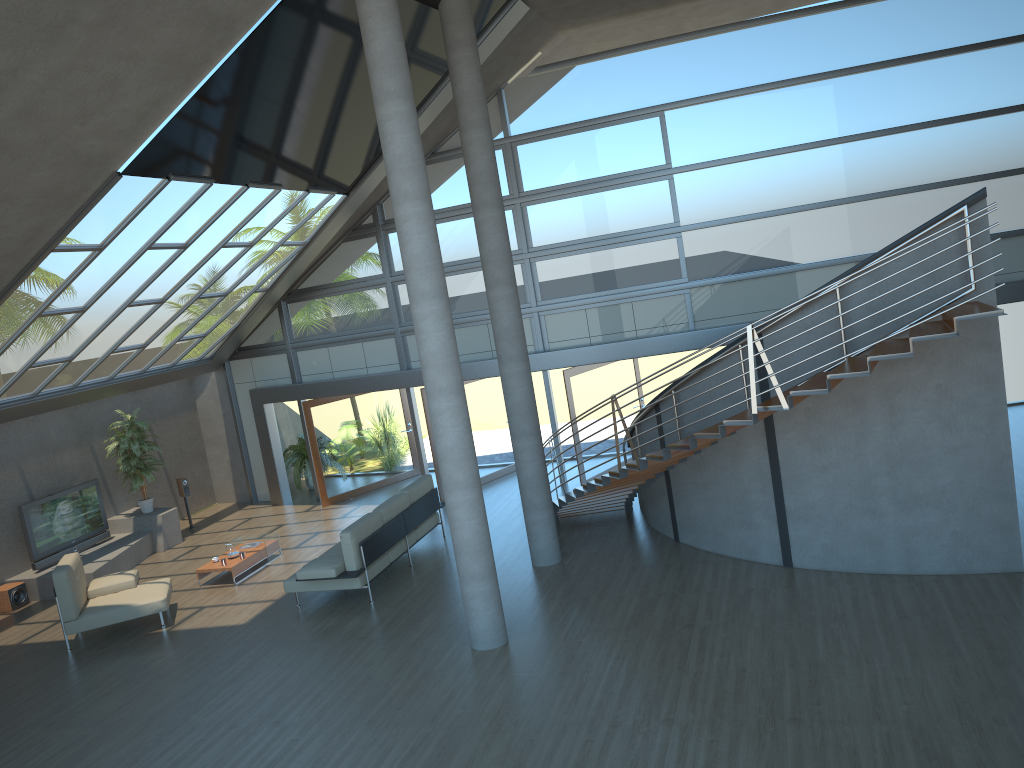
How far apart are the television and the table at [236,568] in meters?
2.9

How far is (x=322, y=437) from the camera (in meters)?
16.23

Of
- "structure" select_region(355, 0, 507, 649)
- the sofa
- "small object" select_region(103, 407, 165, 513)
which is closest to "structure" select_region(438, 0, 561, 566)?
the sofa

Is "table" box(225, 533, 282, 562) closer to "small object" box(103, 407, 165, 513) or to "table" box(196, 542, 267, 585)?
"table" box(196, 542, 267, 585)

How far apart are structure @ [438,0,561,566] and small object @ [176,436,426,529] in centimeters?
794cm

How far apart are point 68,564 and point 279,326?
6.7m

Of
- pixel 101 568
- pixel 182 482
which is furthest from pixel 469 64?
pixel 182 482

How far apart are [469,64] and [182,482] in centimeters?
963cm

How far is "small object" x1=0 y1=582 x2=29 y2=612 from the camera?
12.8 meters

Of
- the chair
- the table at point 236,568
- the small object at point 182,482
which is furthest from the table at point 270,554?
the small object at point 182,482
